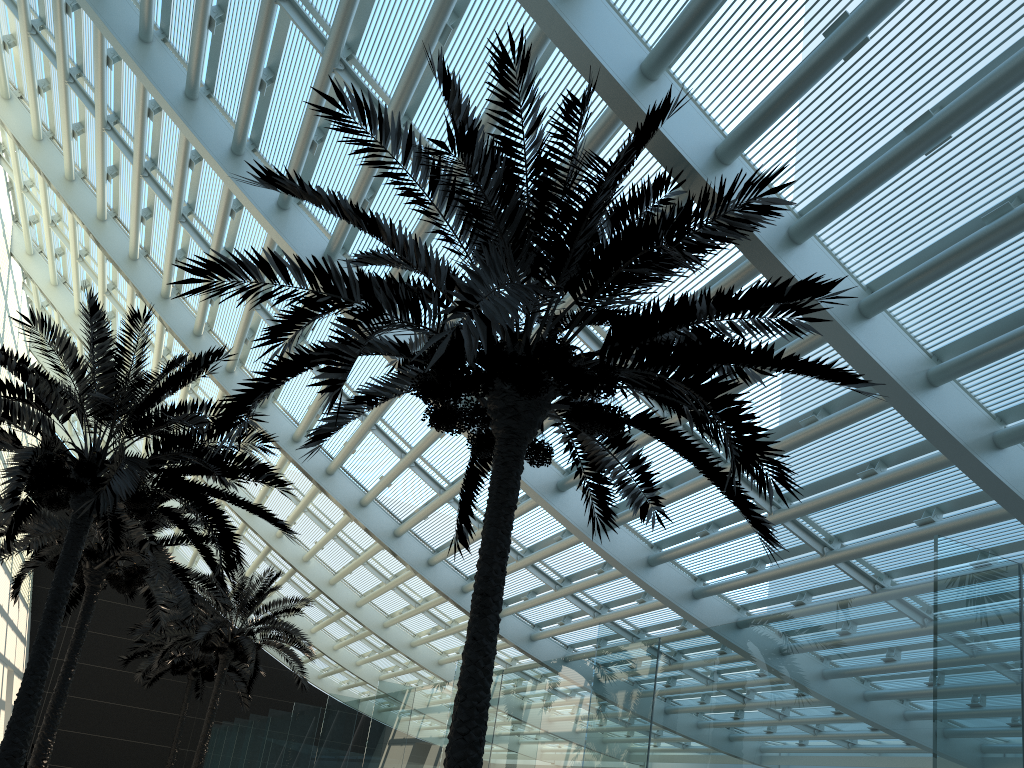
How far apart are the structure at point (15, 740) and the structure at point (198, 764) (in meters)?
8.70

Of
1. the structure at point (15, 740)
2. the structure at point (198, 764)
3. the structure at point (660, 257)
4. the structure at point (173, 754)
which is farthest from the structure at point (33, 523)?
the structure at point (173, 754)

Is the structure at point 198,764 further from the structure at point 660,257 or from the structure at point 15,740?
the structure at point 660,257

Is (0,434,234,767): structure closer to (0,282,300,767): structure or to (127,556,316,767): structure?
(0,282,300,767): structure

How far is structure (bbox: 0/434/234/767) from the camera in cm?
1408

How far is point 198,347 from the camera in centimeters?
1811cm

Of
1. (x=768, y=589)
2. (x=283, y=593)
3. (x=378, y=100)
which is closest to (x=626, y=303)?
(x=378, y=100)

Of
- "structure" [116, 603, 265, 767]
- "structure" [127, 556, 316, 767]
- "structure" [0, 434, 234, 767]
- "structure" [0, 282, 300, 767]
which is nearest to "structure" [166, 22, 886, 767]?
"structure" [0, 282, 300, 767]

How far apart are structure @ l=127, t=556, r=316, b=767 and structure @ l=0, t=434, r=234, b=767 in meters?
3.0 m

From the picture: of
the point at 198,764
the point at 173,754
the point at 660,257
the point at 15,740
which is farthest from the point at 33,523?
the point at 173,754
